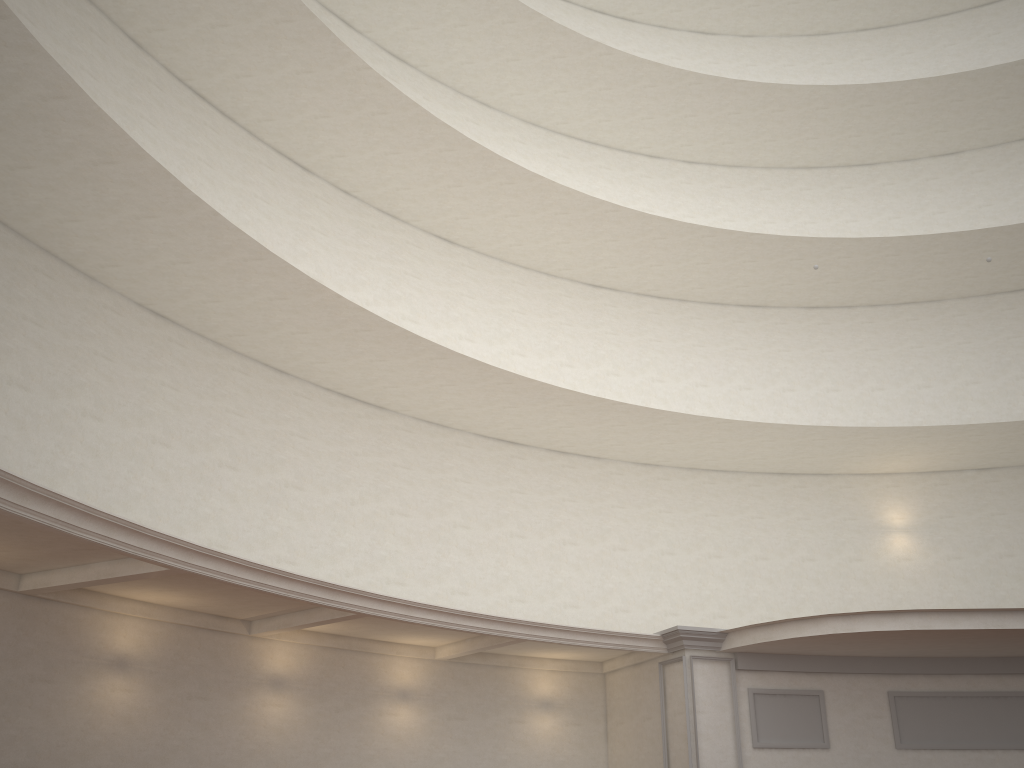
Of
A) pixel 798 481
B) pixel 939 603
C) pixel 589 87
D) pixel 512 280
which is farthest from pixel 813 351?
pixel 589 87

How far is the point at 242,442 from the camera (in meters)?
13.94
